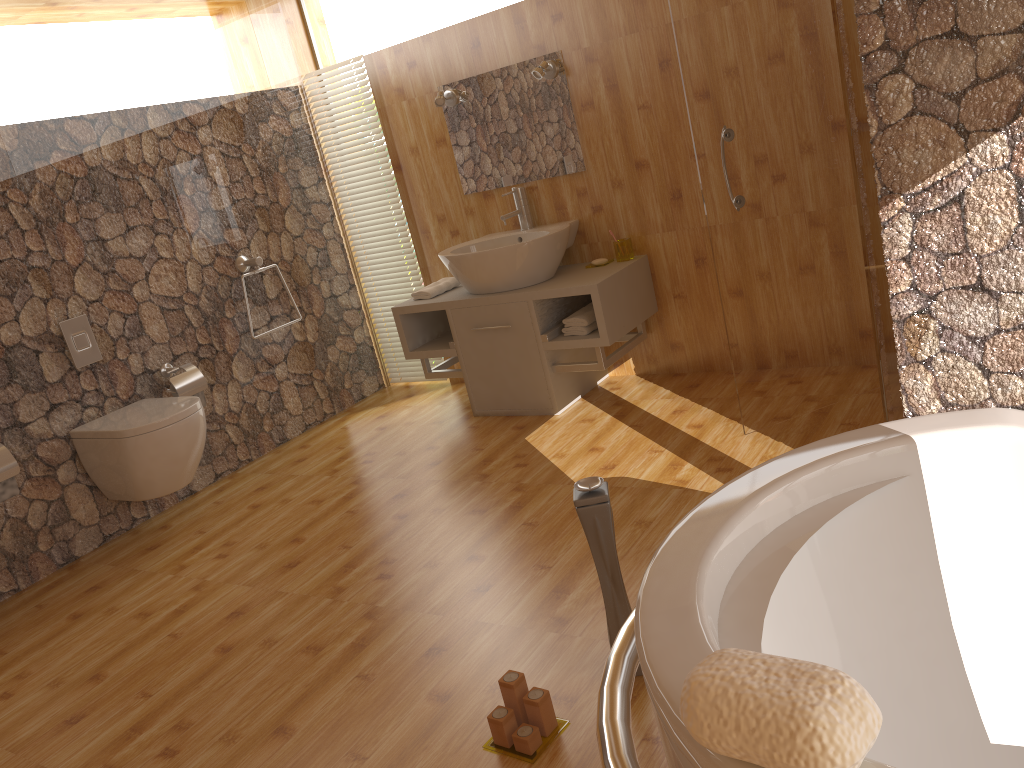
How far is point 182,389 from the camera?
3.87m

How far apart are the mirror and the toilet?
1.7m

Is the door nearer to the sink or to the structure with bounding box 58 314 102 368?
the sink

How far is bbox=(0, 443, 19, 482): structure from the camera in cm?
326

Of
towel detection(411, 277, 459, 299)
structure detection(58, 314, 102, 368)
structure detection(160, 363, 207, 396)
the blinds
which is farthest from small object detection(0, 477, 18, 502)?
the blinds

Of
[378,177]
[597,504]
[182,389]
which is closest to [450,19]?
[378,177]

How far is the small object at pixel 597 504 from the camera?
1.92m

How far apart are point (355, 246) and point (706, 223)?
2.07m

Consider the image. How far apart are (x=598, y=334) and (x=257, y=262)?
1.7m

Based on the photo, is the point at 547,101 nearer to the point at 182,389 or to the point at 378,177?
Result: the point at 378,177
